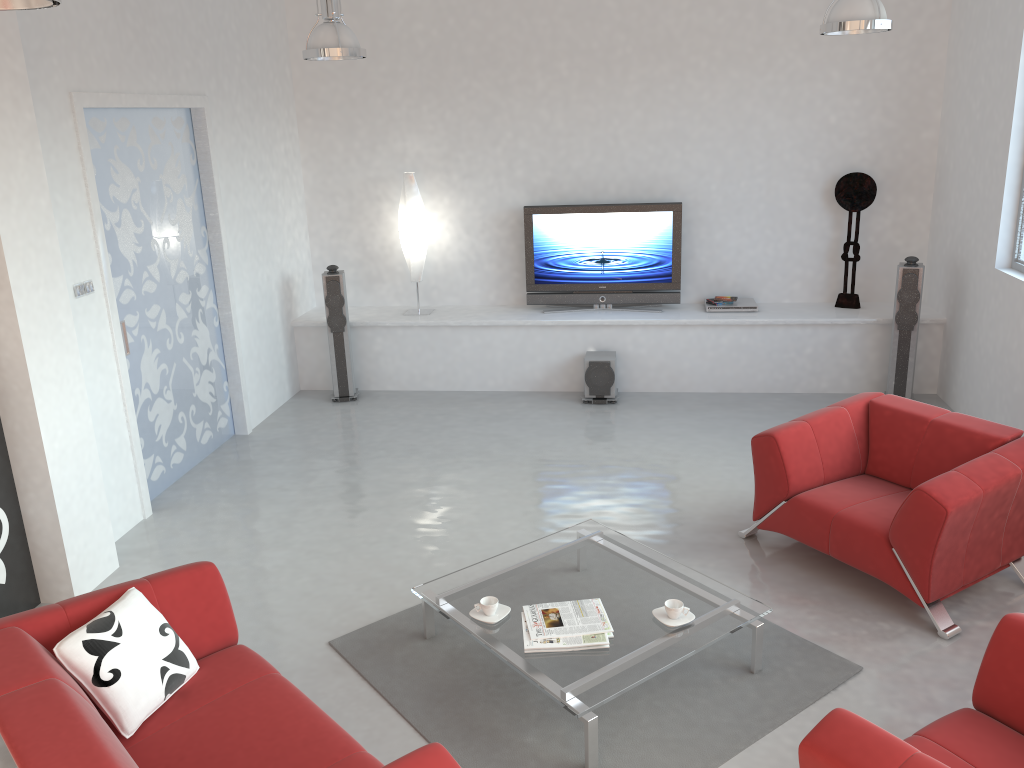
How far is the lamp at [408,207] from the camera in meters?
7.7

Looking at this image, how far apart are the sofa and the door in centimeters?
221cm

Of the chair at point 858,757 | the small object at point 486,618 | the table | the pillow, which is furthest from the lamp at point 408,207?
the chair at point 858,757

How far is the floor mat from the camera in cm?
340

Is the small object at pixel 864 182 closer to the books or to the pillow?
the books

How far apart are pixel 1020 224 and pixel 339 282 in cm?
509

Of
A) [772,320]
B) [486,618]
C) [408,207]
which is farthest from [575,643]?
[408,207]

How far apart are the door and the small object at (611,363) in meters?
2.7

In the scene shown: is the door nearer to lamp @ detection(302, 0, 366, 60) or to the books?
lamp @ detection(302, 0, 366, 60)

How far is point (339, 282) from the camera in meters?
7.4 m
